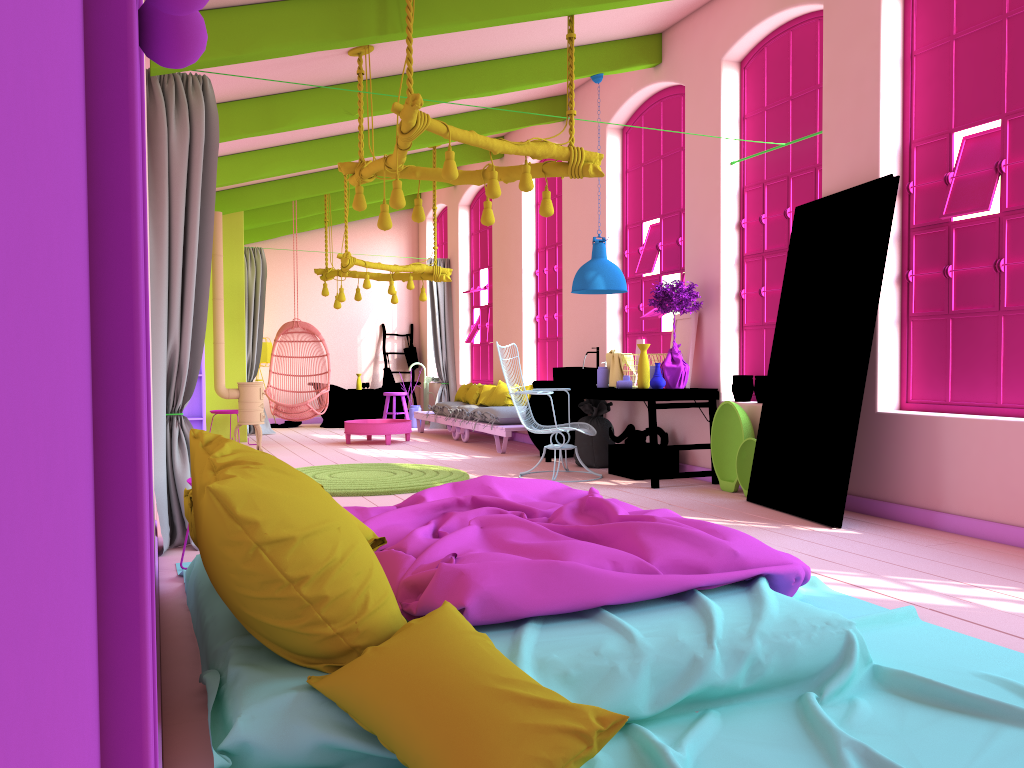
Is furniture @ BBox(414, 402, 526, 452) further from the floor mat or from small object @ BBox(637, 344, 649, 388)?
small object @ BBox(637, 344, 649, 388)

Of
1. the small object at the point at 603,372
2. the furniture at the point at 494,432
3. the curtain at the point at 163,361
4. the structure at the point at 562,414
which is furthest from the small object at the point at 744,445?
the curtain at the point at 163,361

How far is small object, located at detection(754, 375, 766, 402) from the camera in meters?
7.1 m

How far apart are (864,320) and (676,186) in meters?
3.4 m

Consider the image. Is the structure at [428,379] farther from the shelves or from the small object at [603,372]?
the small object at [603,372]

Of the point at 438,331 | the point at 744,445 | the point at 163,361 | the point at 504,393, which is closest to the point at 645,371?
the point at 744,445

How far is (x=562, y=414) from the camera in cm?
947

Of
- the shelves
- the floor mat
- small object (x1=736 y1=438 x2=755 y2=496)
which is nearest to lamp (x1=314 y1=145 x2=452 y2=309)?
the shelves

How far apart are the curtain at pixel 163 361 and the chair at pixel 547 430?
3.4 meters

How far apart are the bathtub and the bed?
10.13m
